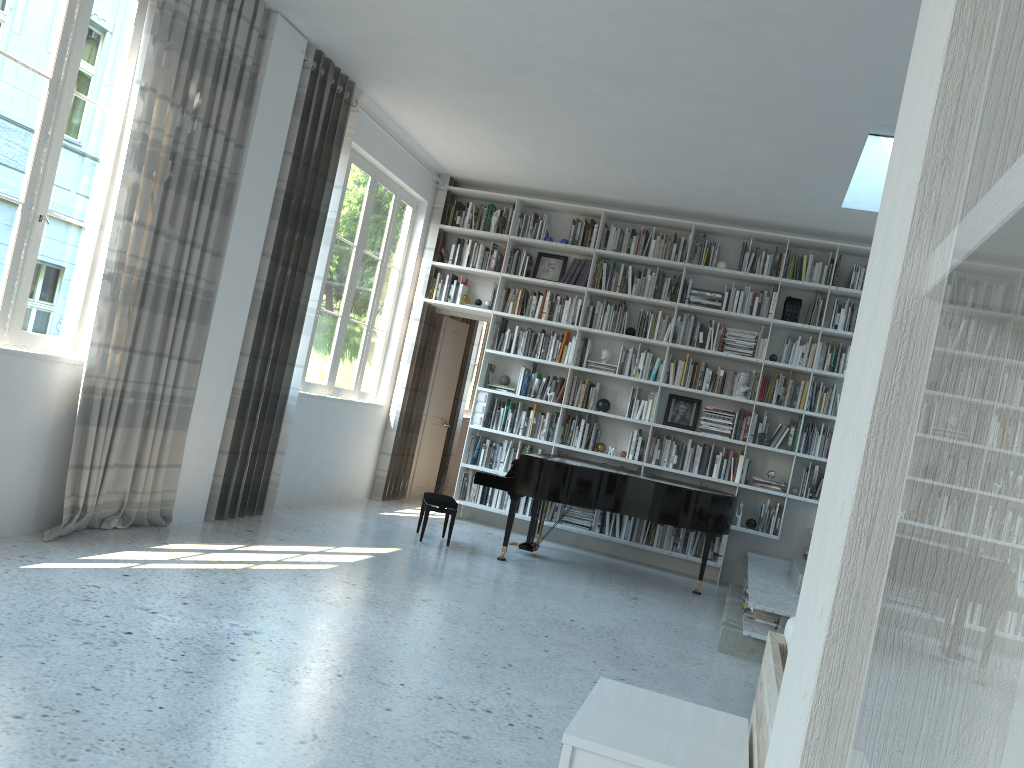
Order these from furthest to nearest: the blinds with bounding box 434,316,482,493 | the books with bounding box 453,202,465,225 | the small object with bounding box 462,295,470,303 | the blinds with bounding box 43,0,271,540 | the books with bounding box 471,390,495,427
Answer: the blinds with bounding box 434,316,482,493 → the books with bounding box 453,202,465,225 → the small object with bounding box 462,295,470,303 → the books with bounding box 471,390,495,427 → the blinds with bounding box 43,0,271,540

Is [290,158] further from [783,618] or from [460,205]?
[783,618]

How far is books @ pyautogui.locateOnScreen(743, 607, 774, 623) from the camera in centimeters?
530cm

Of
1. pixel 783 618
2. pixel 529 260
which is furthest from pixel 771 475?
pixel 529 260

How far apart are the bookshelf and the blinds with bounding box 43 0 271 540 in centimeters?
331cm

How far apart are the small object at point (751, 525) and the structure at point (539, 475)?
0.8m

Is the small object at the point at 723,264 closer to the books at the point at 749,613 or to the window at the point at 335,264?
the window at the point at 335,264

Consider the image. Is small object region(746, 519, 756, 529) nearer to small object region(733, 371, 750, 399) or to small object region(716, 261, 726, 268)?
small object region(733, 371, 750, 399)

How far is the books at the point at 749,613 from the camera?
5.3m

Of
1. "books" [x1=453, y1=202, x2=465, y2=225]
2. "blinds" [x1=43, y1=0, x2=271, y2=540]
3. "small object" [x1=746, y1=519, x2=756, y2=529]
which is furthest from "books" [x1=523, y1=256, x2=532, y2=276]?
"blinds" [x1=43, y1=0, x2=271, y2=540]
